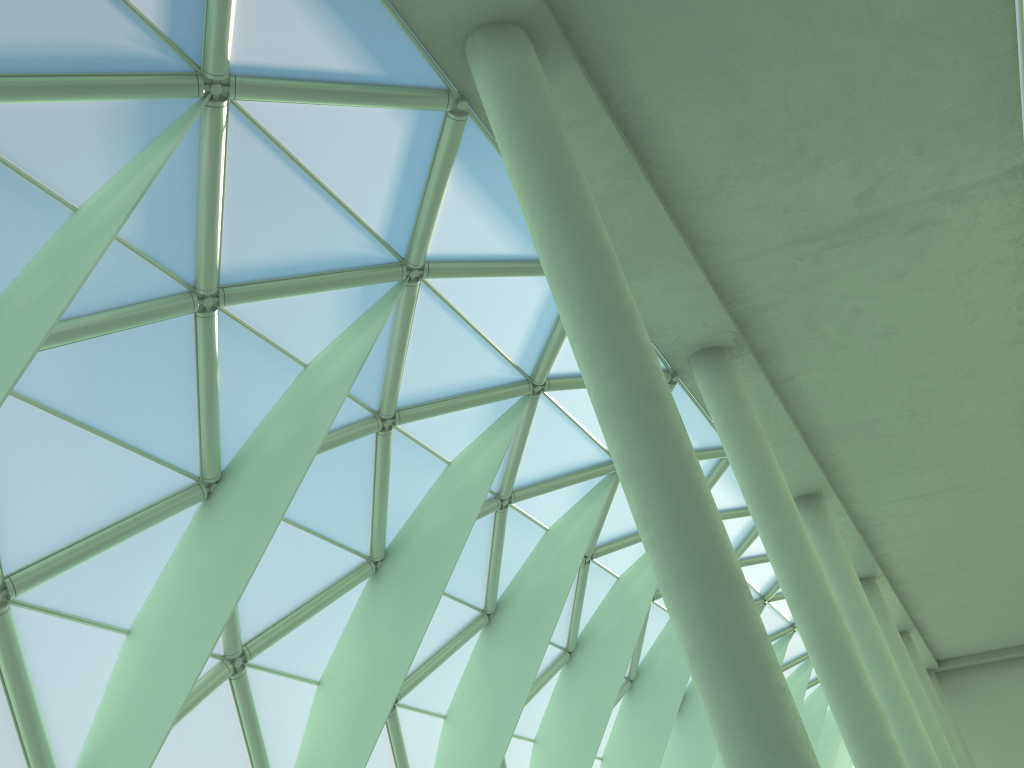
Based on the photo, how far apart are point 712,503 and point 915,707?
21.2 meters

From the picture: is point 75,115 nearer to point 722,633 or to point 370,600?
point 722,633

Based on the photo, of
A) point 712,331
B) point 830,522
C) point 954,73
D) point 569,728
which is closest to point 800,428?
point 830,522

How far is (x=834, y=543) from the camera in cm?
3025
